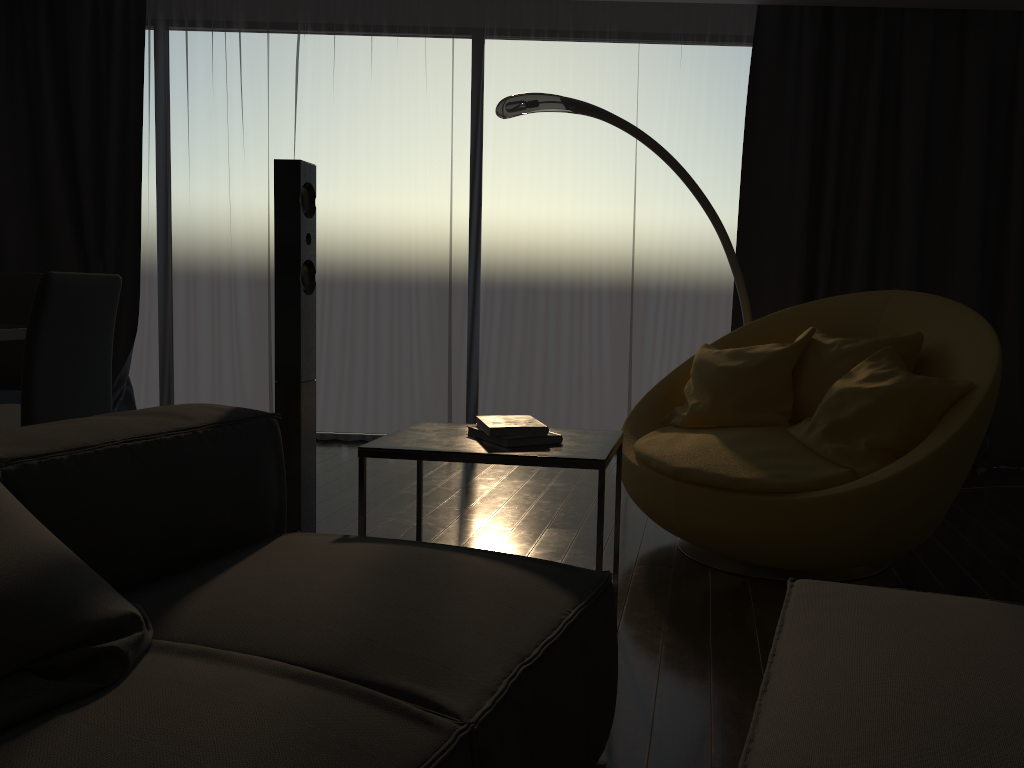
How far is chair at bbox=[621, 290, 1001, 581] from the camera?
2.58m

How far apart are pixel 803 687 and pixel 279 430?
1.3 meters

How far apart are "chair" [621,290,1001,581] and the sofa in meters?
1.1 m

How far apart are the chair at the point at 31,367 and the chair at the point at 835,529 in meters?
1.9

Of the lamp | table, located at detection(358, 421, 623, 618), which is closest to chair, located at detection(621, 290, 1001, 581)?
the lamp

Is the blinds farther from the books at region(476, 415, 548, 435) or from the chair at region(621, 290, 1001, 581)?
the books at region(476, 415, 548, 435)

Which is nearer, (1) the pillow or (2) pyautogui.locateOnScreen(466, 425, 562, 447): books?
(1) the pillow

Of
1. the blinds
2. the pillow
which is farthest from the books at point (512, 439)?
the blinds

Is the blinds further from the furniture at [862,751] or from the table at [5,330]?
the furniture at [862,751]

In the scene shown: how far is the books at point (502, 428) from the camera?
2.2m
